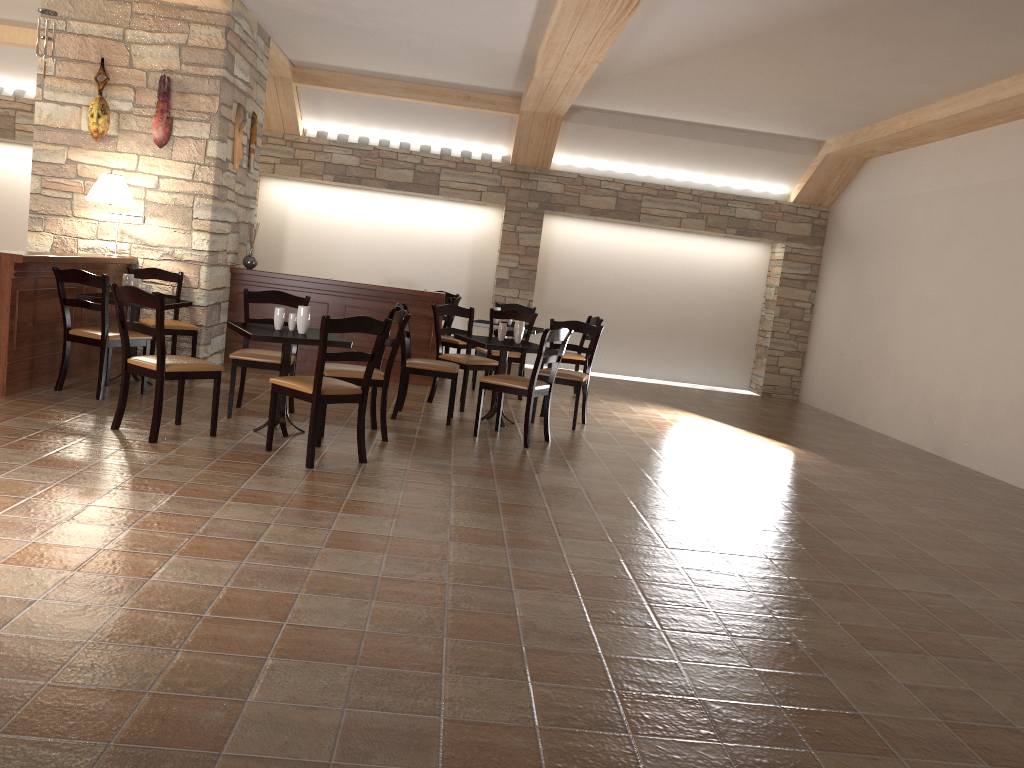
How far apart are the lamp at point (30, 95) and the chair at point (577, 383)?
7.6 meters

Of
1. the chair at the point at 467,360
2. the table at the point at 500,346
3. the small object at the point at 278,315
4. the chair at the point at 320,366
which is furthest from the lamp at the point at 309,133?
the chair at the point at 320,366

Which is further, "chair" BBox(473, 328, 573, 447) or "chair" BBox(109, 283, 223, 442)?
"chair" BBox(473, 328, 573, 447)

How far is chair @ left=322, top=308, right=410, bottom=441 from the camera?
5.6m

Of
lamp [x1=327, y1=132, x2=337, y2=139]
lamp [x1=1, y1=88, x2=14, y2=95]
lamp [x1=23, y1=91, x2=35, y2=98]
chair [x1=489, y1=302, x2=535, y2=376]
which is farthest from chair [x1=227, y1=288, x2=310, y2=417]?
lamp [x1=1, y1=88, x2=14, y2=95]

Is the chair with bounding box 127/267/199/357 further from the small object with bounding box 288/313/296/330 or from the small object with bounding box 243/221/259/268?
the small object with bounding box 288/313/296/330

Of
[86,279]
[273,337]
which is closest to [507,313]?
[273,337]

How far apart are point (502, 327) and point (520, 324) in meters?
0.1 m

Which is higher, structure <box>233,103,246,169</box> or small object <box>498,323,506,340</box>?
structure <box>233,103,246,169</box>

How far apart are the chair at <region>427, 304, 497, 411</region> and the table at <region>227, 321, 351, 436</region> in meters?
1.7
